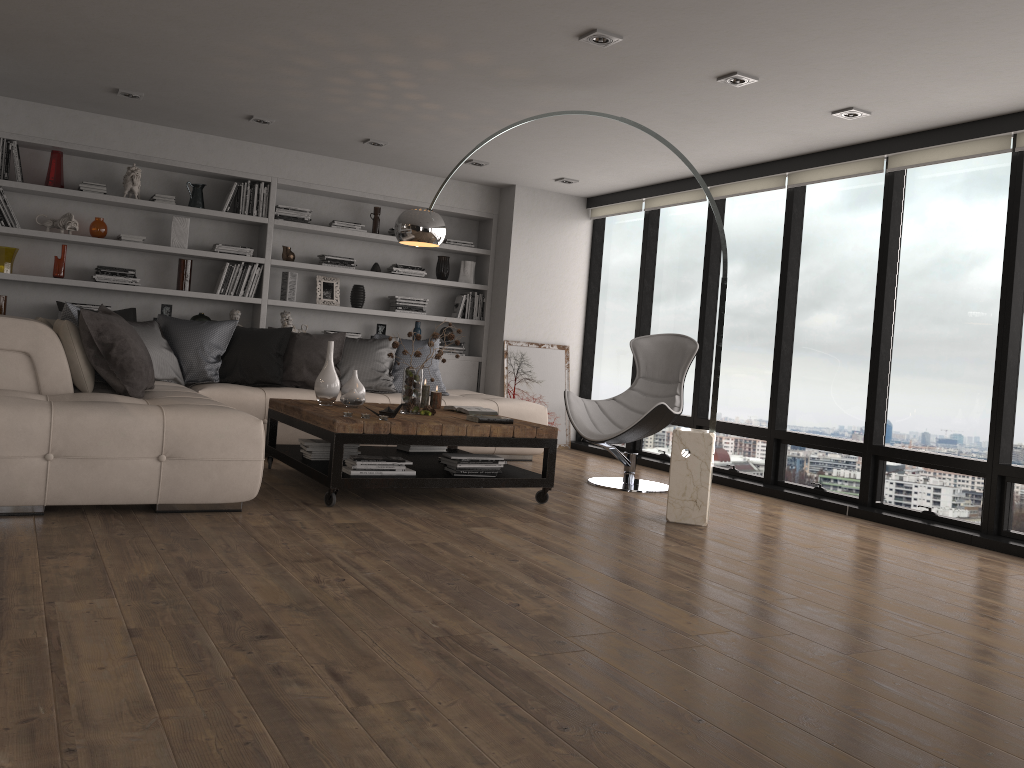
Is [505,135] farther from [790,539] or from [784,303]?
[790,539]

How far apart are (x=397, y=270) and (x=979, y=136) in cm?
475

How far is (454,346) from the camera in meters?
8.4

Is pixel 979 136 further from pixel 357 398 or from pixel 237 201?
pixel 237 201

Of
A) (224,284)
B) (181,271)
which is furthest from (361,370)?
(181,271)

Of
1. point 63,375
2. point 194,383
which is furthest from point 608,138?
point 63,375

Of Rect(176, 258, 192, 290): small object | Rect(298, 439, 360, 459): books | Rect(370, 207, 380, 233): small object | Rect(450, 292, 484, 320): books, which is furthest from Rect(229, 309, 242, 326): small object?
Rect(298, 439, 360, 459): books

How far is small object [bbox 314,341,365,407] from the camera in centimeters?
538cm

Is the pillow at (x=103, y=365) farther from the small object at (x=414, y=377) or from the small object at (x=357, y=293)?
the small object at (x=414, y=377)

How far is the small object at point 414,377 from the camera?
5.3m
